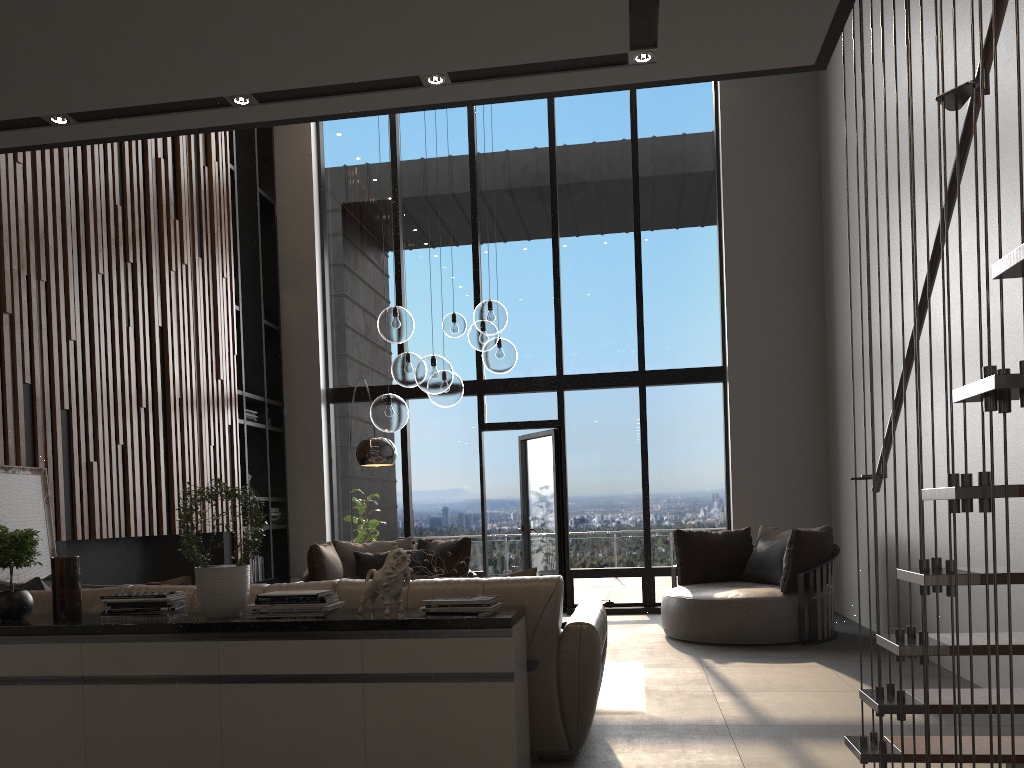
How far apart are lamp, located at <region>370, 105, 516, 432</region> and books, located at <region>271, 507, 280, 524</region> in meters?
3.9 m

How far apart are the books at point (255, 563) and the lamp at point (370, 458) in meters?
2.6 m

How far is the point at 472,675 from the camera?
3.1 meters

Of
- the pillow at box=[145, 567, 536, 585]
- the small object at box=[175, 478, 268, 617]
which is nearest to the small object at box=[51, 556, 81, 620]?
the small object at box=[175, 478, 268, 617]

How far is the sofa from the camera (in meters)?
3.49

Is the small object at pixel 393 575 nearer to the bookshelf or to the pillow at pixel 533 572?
the pillow at pixel 533 572

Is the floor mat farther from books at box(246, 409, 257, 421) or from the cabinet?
books at box(246, 409, 257, 421)

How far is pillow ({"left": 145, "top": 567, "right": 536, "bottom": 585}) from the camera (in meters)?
3.78

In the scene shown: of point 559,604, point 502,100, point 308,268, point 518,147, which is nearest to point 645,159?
point 518,147

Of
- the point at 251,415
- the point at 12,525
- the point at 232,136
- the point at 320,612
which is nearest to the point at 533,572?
Answer: the point at 320,612
